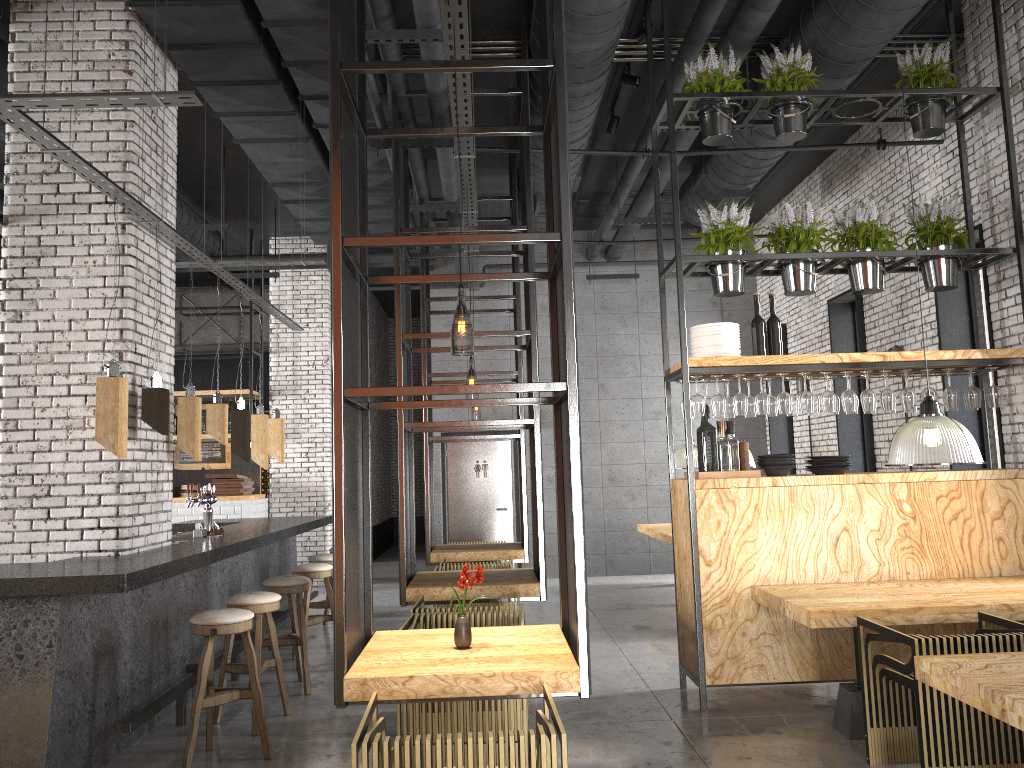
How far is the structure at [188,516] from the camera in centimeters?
1147cm

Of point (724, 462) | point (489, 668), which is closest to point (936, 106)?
point (724, 462)

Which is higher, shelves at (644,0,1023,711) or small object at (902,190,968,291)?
small object at (902,190,968,291)

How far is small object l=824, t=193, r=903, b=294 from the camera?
6.1m

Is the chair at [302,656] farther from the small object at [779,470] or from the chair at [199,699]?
the small object at [779,470]

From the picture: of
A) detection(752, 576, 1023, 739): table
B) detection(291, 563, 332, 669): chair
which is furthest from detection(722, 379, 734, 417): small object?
detection(291, 563, 332, 669): chair

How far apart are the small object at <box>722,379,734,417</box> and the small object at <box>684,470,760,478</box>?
0.47m

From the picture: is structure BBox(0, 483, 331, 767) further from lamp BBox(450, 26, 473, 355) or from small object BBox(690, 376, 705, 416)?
small object BBox(690, 376, 705, 416)

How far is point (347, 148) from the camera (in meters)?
4.12

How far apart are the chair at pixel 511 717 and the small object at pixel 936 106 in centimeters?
472cm
